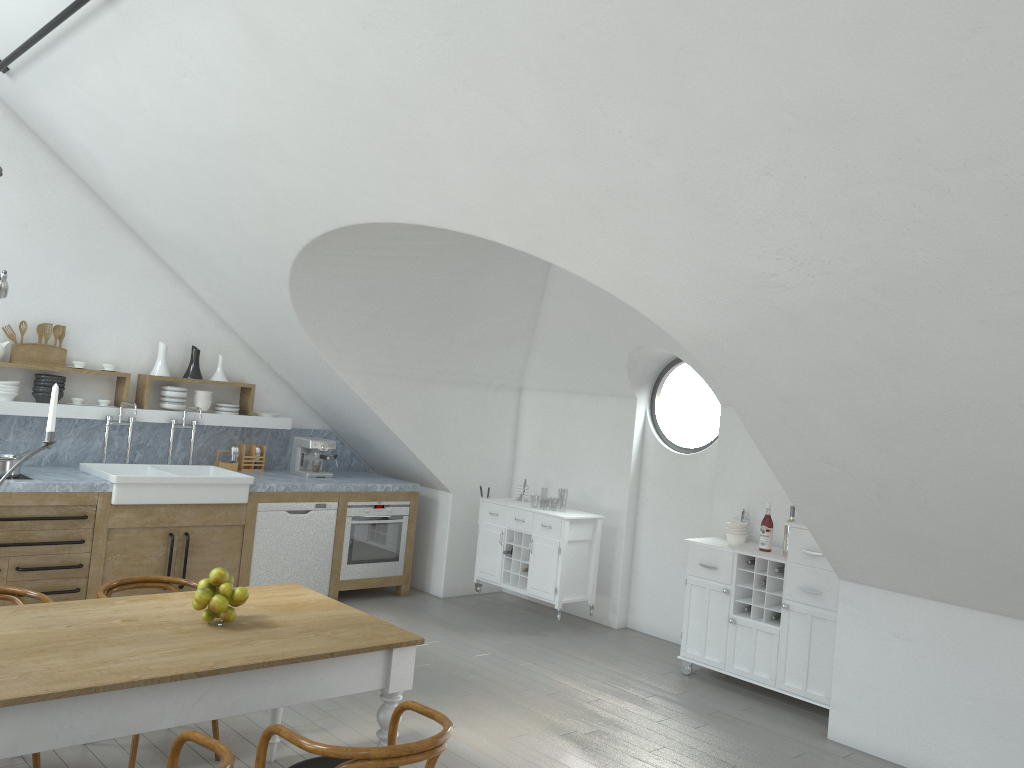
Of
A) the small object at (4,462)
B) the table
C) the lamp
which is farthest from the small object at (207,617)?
the lamp

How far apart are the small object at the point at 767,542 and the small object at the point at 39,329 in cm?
530

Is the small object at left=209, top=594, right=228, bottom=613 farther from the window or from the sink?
the window

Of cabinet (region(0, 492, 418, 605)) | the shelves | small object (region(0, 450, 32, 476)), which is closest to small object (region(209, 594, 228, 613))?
cabinet (region(0, 492, 418, 605))

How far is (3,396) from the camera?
6.14m

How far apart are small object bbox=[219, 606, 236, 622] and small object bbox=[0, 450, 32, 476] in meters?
3.1 m

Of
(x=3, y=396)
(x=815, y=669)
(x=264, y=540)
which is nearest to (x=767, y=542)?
(x=815, y=669)

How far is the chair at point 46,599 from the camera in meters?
3.9

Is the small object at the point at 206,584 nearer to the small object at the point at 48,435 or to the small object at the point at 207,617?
the small object at the point at 207,617

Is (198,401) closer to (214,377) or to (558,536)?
(214,377)
